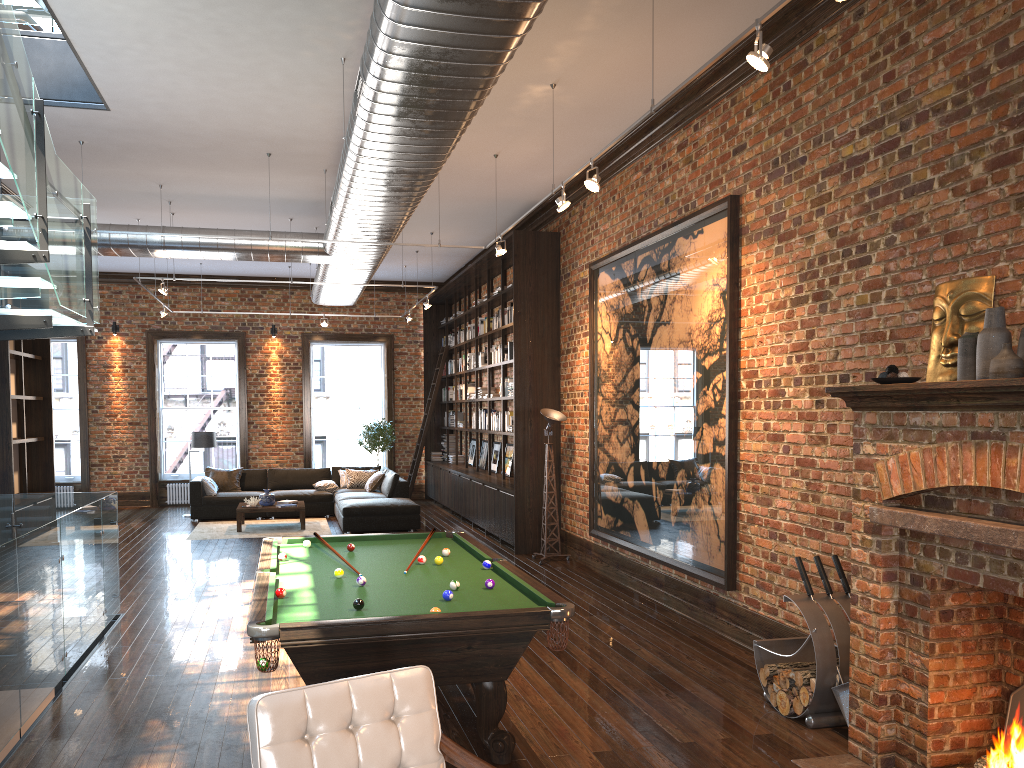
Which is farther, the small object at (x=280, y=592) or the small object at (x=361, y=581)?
the small object at (x=361, y=581)

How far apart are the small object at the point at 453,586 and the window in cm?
1437

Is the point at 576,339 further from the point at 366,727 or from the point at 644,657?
the point at 366,727

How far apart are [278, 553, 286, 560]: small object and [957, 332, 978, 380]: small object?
4.2 meters

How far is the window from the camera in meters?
16.8

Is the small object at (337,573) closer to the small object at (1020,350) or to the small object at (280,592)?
the small object at (280,592)

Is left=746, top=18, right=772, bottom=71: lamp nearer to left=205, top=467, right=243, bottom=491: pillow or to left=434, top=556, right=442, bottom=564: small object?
left=434, top=556, right=442, bottom=564: small object

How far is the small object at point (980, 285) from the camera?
4.3m

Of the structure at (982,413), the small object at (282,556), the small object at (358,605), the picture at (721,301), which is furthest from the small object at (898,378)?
the small object at (282,556)

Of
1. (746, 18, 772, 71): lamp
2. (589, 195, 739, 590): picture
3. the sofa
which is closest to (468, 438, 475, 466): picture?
the sofa
